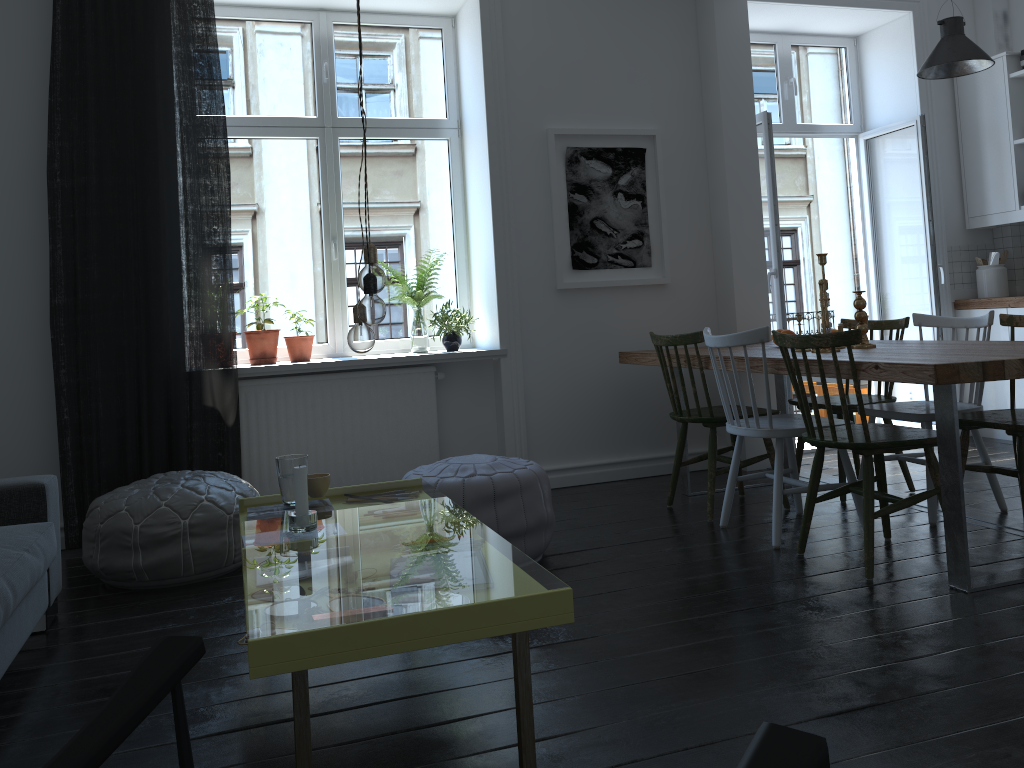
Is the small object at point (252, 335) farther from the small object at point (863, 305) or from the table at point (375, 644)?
the small object at point (863, 305)

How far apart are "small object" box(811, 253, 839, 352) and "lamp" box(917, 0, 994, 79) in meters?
1.7 m

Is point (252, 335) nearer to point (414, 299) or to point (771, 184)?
point (414, 299)

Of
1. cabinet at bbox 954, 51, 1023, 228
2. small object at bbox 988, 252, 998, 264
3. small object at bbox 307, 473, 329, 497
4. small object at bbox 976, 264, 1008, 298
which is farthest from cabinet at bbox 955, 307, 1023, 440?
small object at bbox 307, 473, 329, 497

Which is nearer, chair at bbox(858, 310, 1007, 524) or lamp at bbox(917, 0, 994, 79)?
chair at bbox(858, 310, 1007, 524)

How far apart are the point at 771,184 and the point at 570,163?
1.22m

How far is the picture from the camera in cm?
480

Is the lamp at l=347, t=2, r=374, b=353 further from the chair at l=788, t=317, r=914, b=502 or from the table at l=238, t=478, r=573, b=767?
the chair at l=788, t=317, r=914, b=502

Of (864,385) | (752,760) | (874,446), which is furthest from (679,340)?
(752,760)

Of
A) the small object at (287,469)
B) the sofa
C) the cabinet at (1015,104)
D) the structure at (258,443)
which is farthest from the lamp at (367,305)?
the cabinet at (1015,104)
